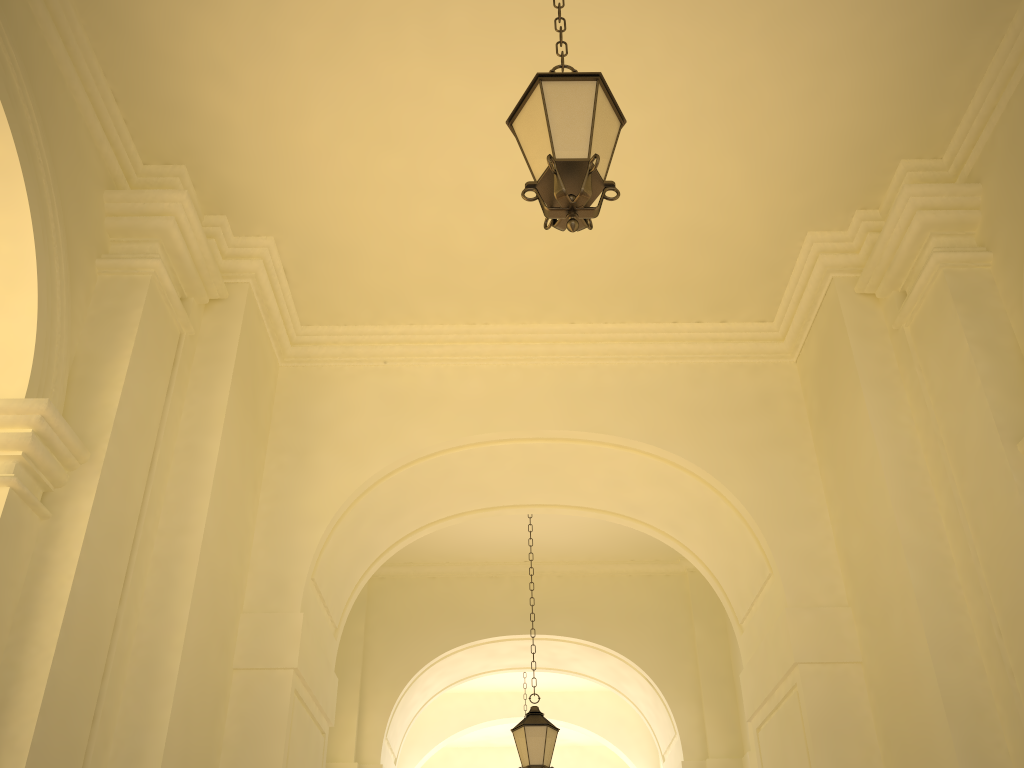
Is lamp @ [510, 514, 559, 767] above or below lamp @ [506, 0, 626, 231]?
below

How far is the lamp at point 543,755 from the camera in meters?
8.3

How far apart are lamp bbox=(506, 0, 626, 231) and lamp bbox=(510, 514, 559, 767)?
6.1 meters

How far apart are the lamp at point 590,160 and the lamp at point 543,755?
6.07m

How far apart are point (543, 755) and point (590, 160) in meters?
6.5 m

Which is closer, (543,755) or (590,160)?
(590,160)

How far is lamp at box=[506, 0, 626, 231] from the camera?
3.5m

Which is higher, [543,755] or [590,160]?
[590,160]

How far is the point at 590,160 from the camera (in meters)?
3.54
